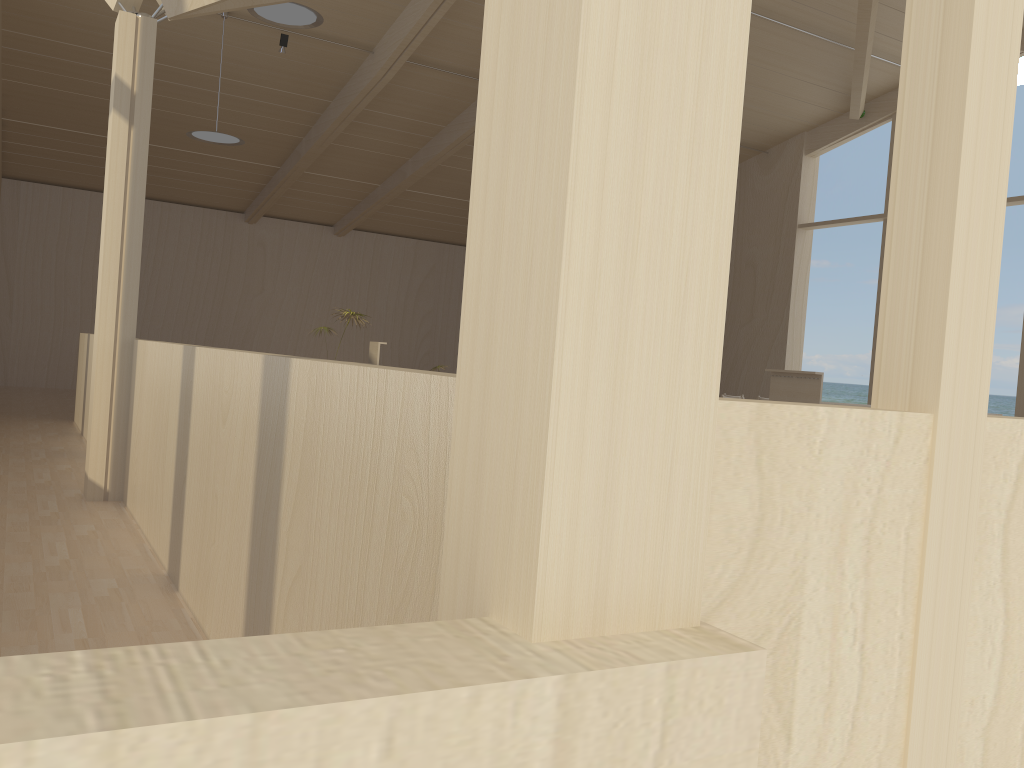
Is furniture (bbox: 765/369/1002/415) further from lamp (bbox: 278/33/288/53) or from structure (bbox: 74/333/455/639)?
lamp (bbox: 278/33/288/53)

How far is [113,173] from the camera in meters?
4.9

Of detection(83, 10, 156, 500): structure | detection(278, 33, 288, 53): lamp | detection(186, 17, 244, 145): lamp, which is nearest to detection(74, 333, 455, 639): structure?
detection(83, 10, 156, 500): structure

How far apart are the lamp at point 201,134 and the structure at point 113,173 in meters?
4.3 m

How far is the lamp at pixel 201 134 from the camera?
9.2m

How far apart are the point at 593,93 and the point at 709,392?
0.4m

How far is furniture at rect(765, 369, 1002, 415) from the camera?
7.9m

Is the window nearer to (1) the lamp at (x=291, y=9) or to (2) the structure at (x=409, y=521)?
(2) the structure at (x=409, y=521)

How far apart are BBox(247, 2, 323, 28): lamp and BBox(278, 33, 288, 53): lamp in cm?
255

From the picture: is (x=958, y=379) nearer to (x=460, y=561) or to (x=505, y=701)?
(x=460, y=561)
